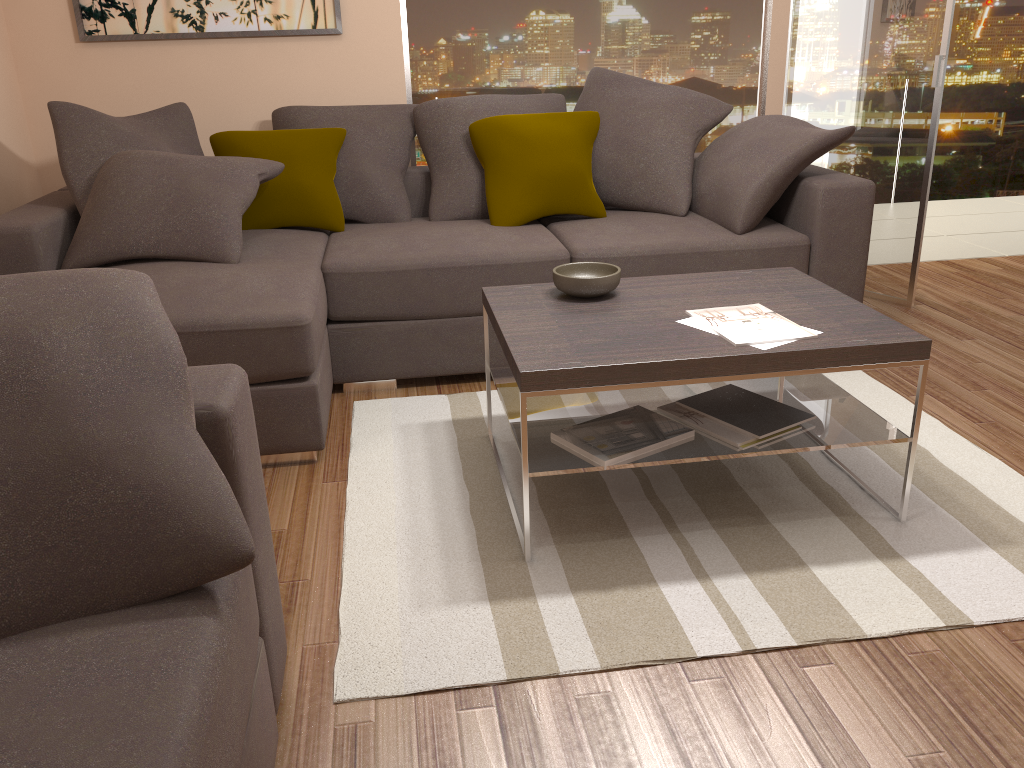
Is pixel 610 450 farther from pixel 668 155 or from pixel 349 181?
pixel 349 181

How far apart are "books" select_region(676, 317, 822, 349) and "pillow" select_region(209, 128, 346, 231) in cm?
204

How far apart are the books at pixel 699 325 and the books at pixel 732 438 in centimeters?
28cm

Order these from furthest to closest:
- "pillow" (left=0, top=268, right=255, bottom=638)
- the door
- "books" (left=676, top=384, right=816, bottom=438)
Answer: the door → "books" (left=676, top=384, right=816, bottom=438) → "pillow" (left=0, top=268, right=255, bottom=638)

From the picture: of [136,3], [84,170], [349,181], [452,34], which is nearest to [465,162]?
[349,181]

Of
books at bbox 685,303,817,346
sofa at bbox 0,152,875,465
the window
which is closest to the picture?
the window

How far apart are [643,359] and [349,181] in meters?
2.4 m

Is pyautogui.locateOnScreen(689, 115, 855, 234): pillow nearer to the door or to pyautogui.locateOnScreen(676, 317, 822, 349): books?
the door

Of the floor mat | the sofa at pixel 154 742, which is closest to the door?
the floor mat

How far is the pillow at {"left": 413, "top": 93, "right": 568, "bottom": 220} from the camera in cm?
414
